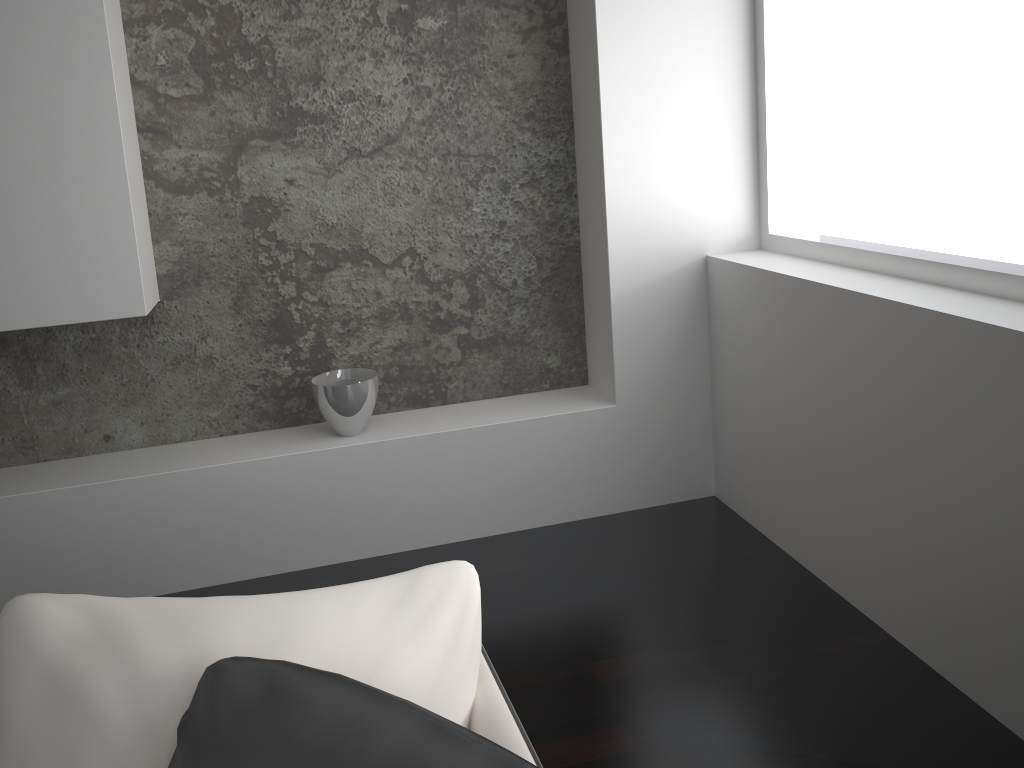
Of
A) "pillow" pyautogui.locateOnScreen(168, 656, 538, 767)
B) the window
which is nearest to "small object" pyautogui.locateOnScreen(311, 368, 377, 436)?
the window

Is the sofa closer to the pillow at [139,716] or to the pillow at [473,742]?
the pillow at [139,716]

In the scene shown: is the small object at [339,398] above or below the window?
below

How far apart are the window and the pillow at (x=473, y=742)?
1.7 meters

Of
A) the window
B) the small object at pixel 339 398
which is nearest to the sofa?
the window

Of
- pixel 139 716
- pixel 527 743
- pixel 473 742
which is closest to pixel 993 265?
pixel 527 743

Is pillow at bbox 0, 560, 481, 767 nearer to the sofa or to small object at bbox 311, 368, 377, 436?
the sofa

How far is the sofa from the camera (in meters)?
1.01

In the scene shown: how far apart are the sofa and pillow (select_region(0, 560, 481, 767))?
0.01m

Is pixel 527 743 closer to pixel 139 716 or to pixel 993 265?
pixel 139 716
